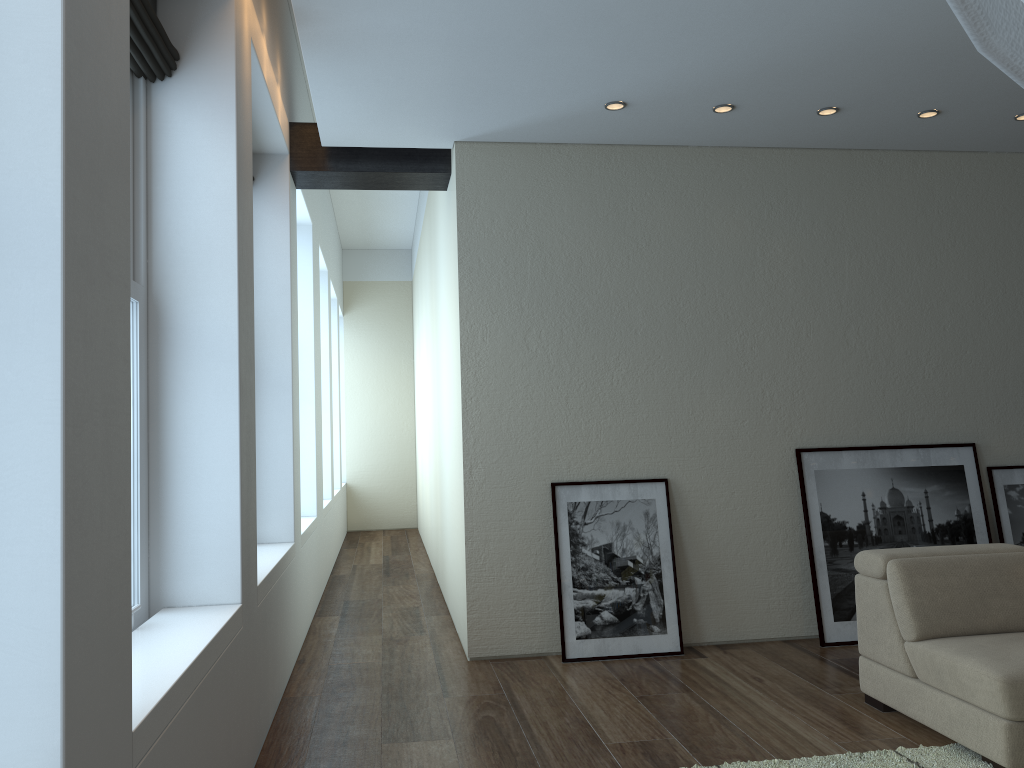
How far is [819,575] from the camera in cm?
520

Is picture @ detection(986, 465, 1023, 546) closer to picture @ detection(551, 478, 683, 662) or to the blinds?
picture @ detection(551, 478, 683, 662)

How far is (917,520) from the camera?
5.4 meters

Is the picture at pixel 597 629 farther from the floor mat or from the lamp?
the lamp

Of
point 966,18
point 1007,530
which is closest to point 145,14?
point 966,18

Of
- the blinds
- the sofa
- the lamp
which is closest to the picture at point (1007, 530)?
the sofa

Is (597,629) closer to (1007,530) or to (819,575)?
(819,575)

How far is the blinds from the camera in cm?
291

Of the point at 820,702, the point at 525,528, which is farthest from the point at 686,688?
the point at 525,528

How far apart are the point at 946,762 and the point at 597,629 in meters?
2.1
